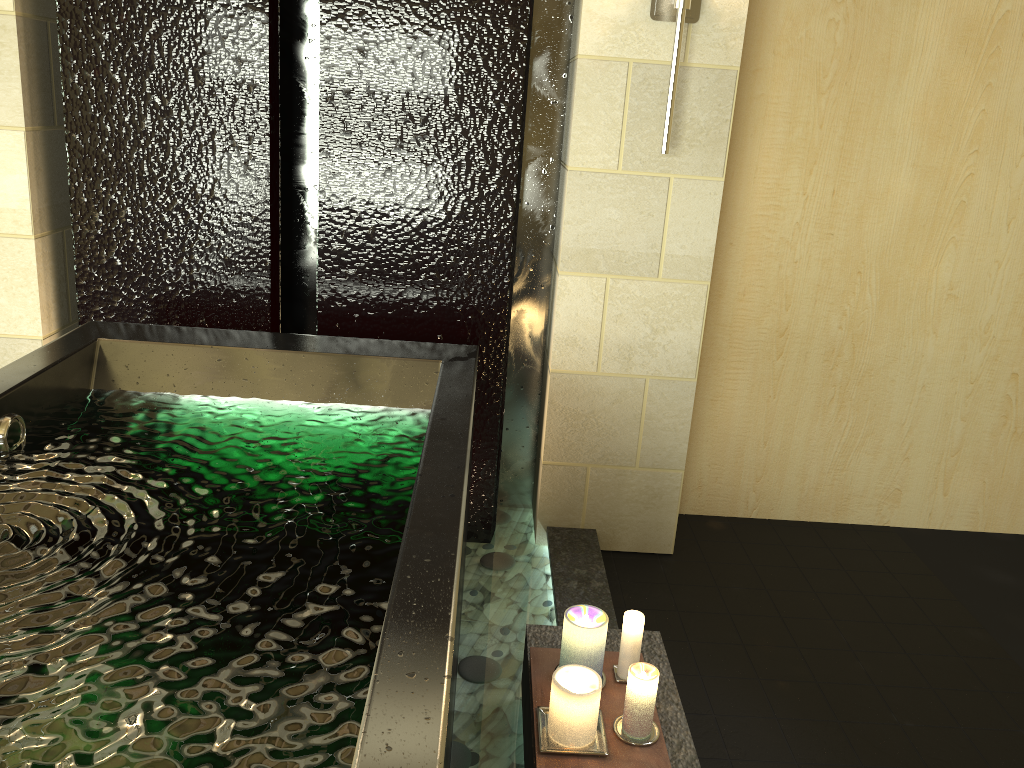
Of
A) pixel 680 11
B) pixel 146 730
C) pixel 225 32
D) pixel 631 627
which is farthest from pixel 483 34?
pixel 146 730

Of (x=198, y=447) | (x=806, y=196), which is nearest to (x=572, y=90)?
(x=806, y=196)

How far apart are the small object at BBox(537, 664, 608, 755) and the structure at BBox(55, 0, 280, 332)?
1.5m

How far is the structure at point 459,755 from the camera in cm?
197

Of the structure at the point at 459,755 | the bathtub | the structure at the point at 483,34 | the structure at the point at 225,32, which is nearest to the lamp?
the structure at the point at 483,34

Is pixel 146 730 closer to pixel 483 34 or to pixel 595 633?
pixel 595 633

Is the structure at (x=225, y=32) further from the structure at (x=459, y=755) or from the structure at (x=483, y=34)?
the structure at (x=459, y=755)

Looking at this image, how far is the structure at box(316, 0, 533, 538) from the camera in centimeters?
248cm

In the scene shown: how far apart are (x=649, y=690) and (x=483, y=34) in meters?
1.8

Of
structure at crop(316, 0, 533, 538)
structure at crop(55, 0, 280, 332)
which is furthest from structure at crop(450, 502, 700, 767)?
structure at crop(55, 0, 280, 332)
